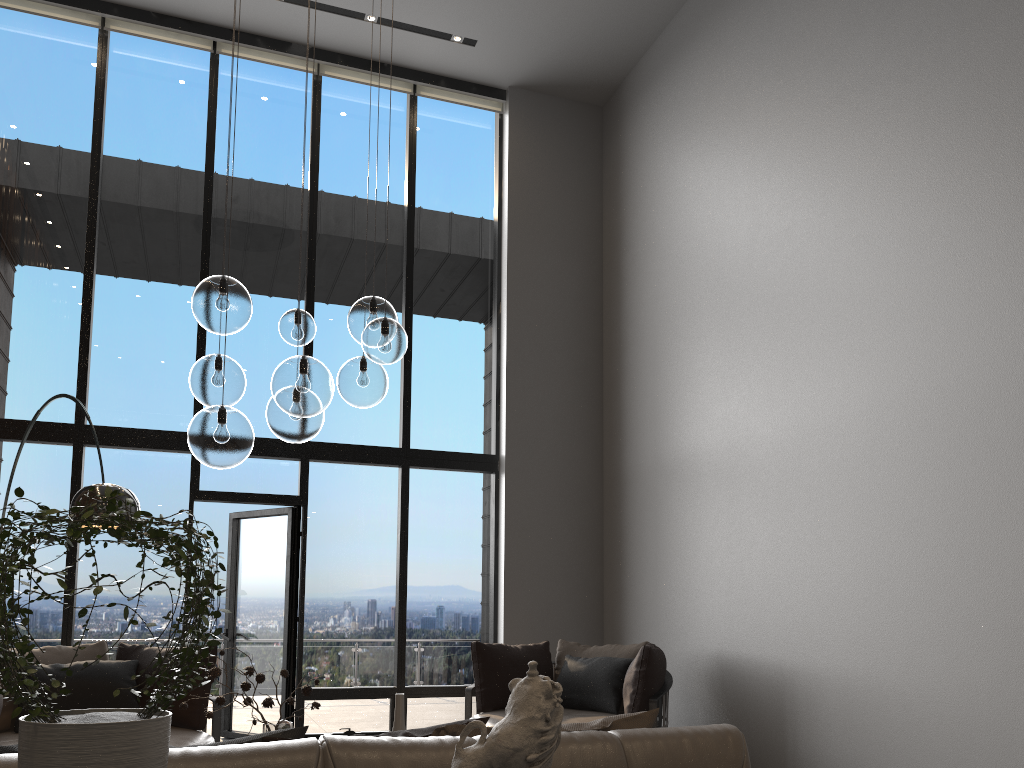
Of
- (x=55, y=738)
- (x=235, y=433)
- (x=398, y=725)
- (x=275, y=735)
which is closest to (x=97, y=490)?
(x=235, y=433)

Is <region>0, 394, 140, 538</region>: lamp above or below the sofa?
above

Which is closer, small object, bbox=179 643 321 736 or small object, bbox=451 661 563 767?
small object, bbox=451 661 563 767

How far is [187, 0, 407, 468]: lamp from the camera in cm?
320

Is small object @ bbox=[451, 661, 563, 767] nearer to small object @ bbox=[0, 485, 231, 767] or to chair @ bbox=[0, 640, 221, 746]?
small object @ bbox=[0, 485, 231, 767]

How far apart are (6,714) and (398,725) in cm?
269

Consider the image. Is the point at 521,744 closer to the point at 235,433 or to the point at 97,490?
the point at 235,433

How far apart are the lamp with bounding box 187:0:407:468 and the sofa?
1.69m

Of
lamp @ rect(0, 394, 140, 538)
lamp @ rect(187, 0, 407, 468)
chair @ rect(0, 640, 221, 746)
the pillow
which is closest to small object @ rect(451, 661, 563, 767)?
the pillow

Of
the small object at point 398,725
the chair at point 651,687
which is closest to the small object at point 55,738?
the small object at point 398,725
